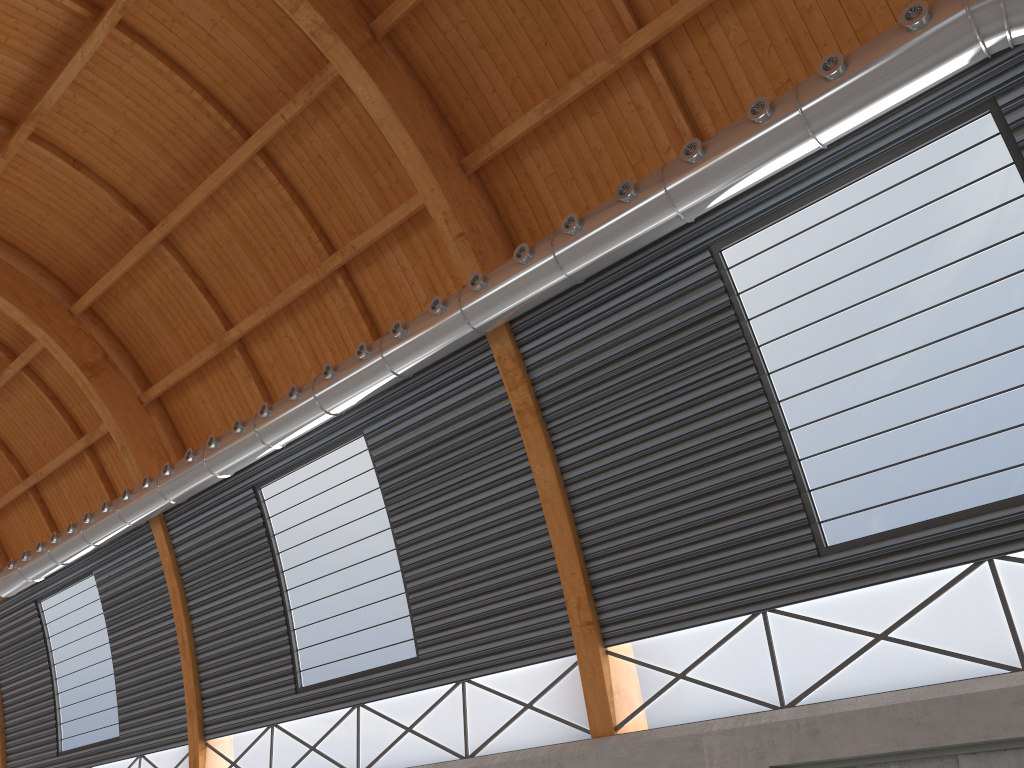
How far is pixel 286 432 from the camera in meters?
24.6 m
